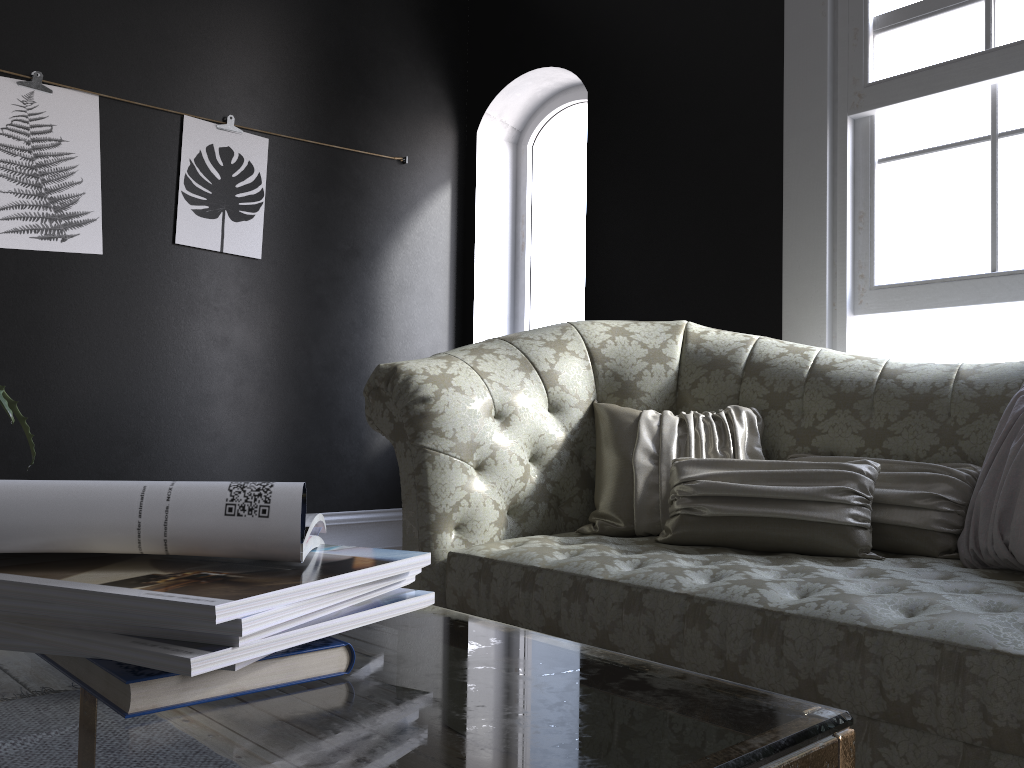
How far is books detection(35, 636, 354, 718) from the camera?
0.5 meters

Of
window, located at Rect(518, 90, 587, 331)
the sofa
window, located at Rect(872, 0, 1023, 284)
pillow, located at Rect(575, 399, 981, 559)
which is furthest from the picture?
window, located at Rect(872, 0, 1023, 284)

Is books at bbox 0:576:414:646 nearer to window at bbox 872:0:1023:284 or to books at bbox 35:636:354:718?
books at bbox 35:636:354:718

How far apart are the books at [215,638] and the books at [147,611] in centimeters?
2cm

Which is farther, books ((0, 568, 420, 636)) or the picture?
the picture

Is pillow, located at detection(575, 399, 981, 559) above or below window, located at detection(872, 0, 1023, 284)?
below

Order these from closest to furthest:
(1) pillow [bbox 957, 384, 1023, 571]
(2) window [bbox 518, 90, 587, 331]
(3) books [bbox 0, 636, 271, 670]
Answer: (3) books [bbox 0, 636, 271, 670]
(1) pillow [bbox 957, 384, 1023, 571]
(2) window [bbox 518, 90, 587, 331]

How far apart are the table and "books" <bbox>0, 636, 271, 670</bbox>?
0.0m

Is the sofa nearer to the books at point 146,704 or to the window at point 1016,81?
the window at point 1016,81

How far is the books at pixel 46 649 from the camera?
0.6m
